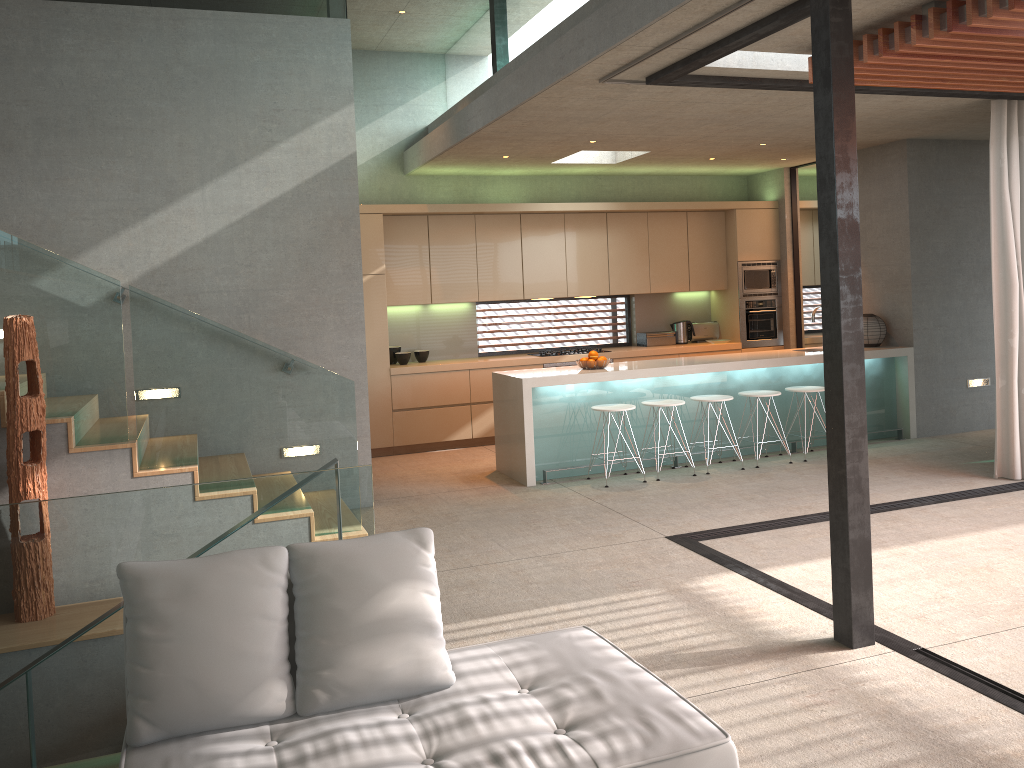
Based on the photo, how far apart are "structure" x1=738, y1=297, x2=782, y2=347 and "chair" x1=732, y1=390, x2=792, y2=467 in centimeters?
257cm

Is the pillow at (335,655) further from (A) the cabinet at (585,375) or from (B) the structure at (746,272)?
(B) the structure at (746,272)

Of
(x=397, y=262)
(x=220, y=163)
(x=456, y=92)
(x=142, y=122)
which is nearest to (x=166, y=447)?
(x=220, y=163)

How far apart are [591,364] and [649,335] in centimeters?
279cm

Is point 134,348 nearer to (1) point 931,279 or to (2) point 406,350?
(2) point 406,350

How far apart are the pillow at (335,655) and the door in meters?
8.5 m

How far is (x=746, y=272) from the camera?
10.4m

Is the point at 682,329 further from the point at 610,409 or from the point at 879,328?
the point at 610,409

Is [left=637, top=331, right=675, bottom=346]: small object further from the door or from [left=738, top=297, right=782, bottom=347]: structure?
the door

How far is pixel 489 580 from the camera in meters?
5.1
